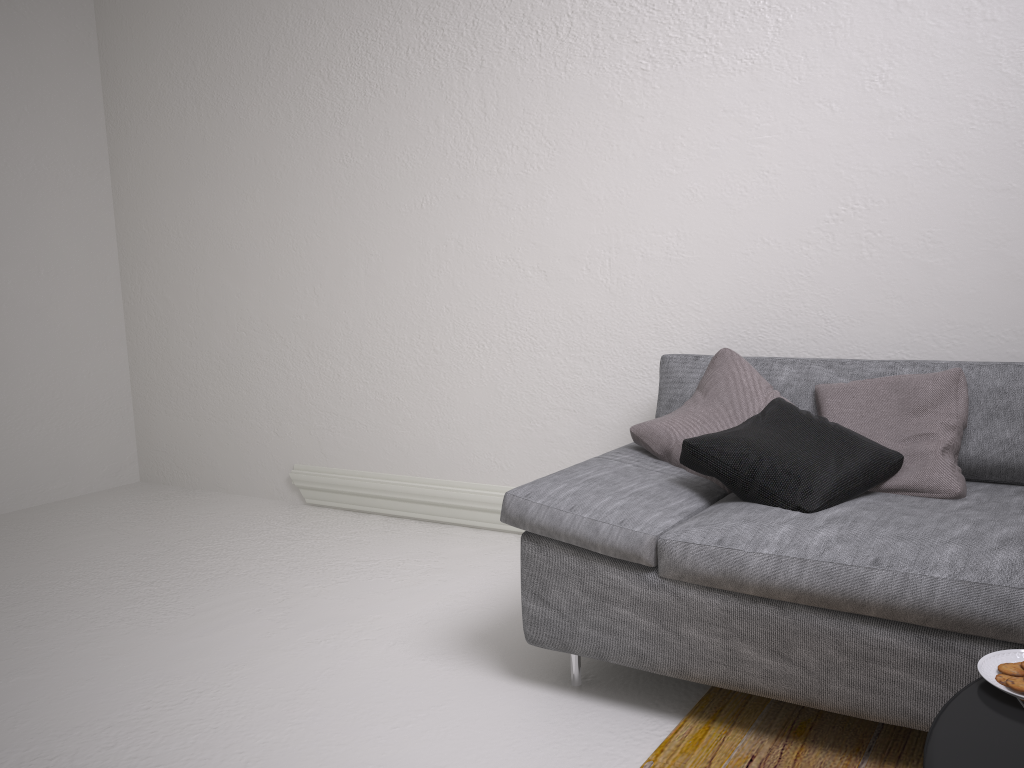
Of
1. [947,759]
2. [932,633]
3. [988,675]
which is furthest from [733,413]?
[947,759]

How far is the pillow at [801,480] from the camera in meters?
2.0 m

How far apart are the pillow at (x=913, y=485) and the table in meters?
1.0 m

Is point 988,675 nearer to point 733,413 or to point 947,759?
point 947,759

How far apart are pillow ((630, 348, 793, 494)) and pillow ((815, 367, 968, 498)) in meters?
0.1

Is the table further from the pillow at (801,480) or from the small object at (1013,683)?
the pillow at (801,480)

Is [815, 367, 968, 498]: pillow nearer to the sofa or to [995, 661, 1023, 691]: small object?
the sofa

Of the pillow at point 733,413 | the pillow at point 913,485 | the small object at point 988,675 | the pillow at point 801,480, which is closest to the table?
the small object at point 988,675

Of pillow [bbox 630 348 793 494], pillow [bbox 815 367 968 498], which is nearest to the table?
pillow [bbox 815 367 968 498]

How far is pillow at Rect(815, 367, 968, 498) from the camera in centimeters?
213cm
